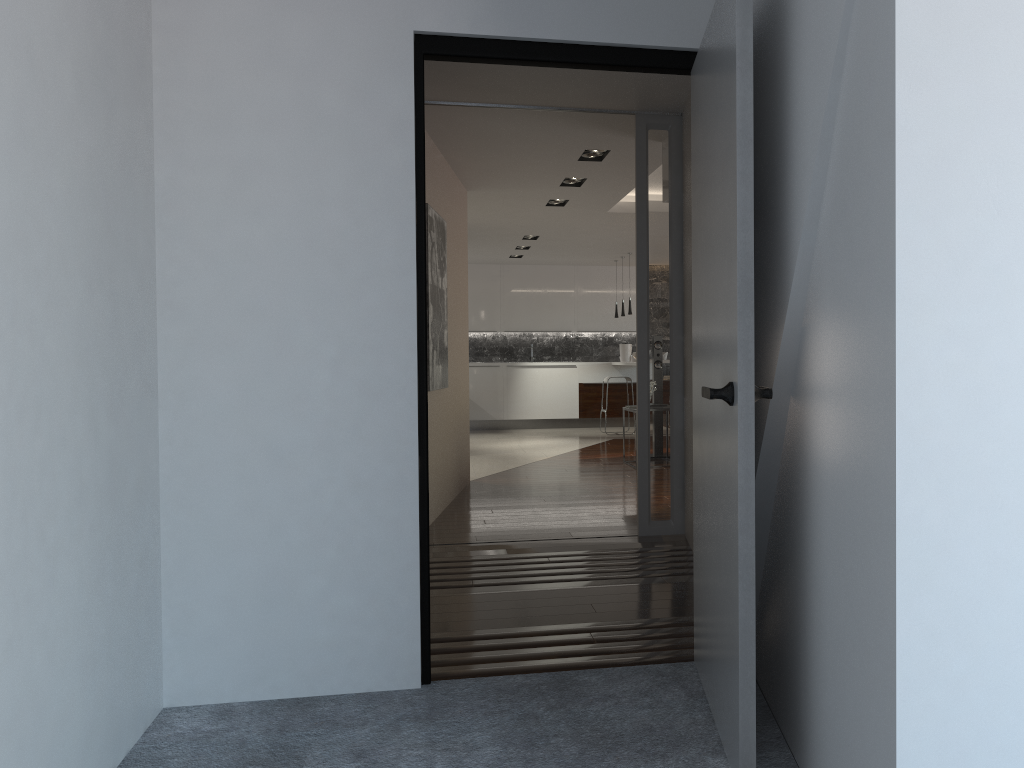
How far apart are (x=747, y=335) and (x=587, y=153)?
4.48m

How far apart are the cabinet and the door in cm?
1027

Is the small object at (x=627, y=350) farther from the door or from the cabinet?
the door

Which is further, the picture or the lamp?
the lamp

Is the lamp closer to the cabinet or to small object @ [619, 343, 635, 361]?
the cabinet

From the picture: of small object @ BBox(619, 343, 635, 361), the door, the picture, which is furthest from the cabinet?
the door

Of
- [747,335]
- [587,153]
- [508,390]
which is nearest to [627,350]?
[508,390]

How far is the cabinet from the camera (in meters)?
13.20

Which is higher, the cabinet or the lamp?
the lamp

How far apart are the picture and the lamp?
1.1m
